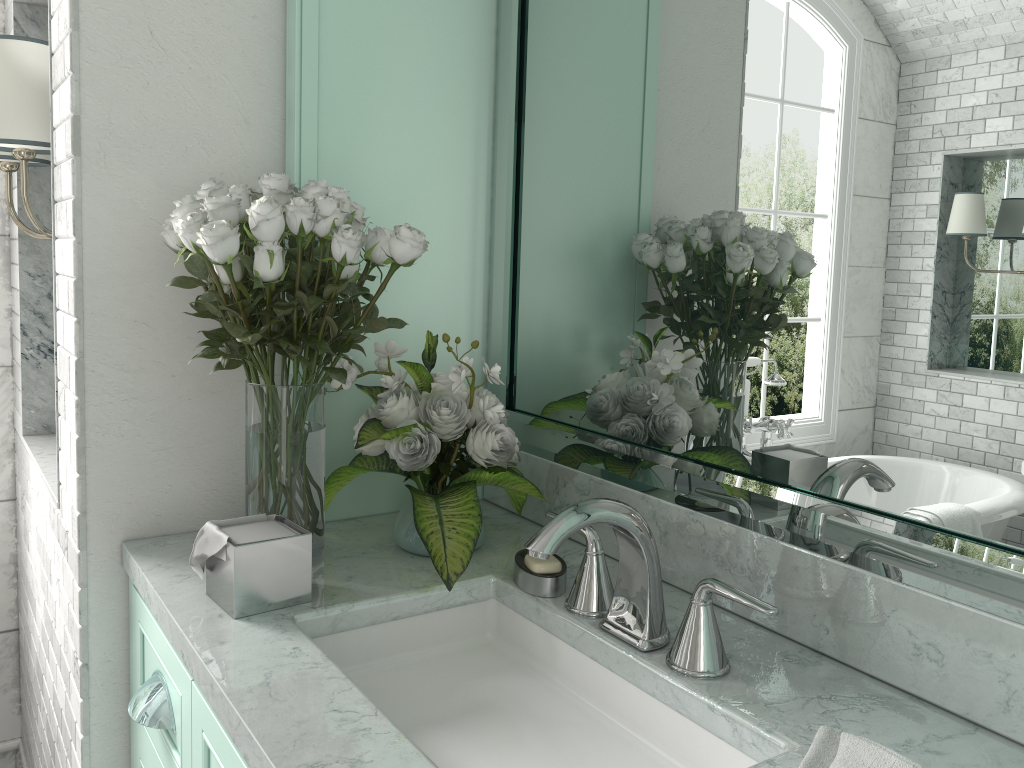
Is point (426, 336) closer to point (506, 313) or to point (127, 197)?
point (506, 313)

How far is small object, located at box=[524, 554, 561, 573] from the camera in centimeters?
138cm

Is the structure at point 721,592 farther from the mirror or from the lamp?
the lamp

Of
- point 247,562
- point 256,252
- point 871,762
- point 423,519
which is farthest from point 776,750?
point 256,252

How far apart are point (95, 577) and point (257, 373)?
0.49m

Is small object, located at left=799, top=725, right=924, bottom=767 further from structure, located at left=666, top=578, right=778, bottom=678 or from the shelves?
the shelves

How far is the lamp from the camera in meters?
1.7

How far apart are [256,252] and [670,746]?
0.89m

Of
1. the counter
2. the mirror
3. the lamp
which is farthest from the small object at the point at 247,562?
the lamp

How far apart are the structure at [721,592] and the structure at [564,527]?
0.04m
